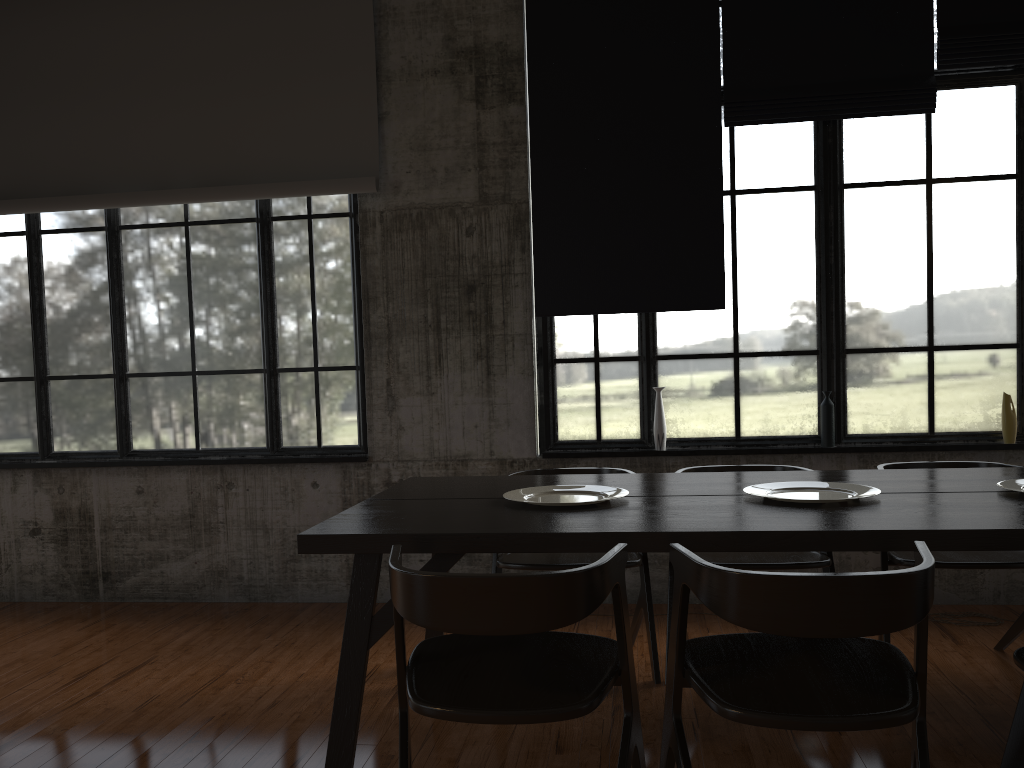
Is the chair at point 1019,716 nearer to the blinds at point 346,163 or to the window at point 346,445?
the window at point 346,445

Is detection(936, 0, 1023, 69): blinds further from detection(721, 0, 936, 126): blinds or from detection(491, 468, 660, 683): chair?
detection(491, 468, 660, 683): chair

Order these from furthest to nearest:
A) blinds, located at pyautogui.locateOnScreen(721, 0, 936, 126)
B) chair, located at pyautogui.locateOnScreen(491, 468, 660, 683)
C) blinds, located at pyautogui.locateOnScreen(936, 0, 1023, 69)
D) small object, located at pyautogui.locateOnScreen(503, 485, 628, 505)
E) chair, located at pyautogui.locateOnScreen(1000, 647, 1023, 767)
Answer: blinds, located at pyautogui.locateOnScreen(721, 0, 936, 126), blinds, located at pyautogui.locateOnScreen(936, 0, 1023, 69), chair, located at pyautogui.locateOnScreen(491, 468, 660, 683), small object, located at pyautogui.locateOnScreen(503, 485, 628, 505), chair, located at pyautogui.locateOnScreen(1000, 647, 1023, 767)

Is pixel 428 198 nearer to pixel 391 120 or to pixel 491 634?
pixel 391 120

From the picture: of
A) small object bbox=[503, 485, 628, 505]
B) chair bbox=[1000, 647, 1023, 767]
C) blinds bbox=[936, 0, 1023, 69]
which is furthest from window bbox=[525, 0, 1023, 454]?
chair bbox=[1000, 647, 1023, 767]

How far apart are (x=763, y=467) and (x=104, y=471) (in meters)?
4.45

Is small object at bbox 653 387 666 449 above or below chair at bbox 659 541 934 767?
above

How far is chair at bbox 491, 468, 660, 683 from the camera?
4.26m

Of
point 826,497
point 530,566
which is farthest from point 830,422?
point 530,566

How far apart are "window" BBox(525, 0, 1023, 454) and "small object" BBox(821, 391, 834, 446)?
0.1 meters
